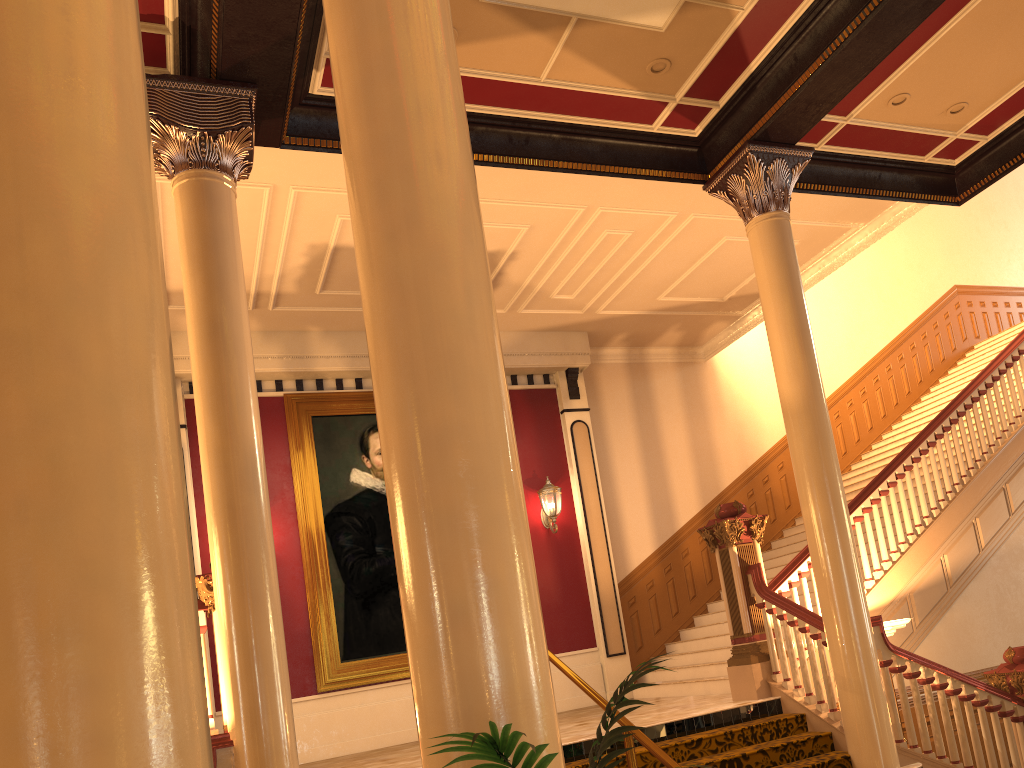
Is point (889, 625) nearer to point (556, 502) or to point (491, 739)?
point (556, 502)

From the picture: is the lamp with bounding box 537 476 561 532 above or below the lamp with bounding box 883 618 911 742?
above

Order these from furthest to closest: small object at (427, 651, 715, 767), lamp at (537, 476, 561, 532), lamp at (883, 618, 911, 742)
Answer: lamp at (537, 476, 561, 532)
lamp at (883, 618, 911, 742)
small object at (427, 651, 715, 767)

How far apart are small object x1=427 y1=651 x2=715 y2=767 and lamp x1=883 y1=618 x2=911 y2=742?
6.2m

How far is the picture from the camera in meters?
9.6 m

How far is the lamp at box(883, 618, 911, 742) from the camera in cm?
688

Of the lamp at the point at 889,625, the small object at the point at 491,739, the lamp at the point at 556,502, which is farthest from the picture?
the small object at the point at 491,739

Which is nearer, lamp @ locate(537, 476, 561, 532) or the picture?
the picture

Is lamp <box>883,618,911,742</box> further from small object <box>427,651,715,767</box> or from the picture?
small object <box>427,651,715,767</box>

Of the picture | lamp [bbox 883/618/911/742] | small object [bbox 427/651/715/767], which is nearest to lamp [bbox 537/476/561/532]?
the picture
